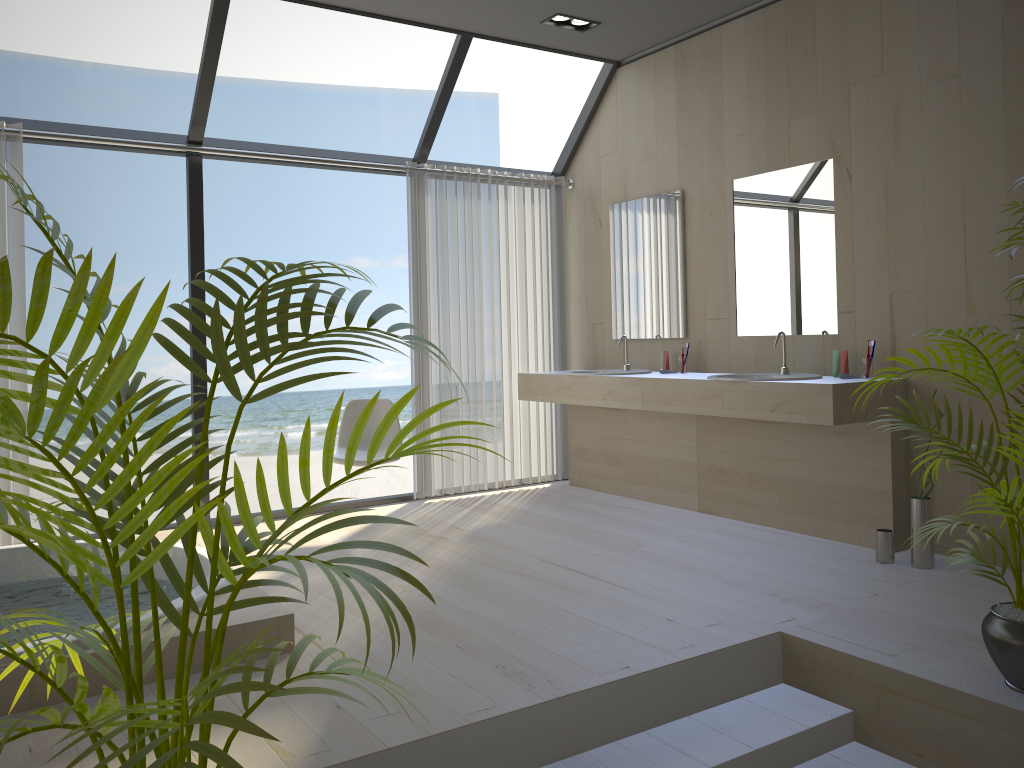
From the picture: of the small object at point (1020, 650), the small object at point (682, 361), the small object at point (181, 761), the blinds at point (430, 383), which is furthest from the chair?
the small object at point (181, 761)

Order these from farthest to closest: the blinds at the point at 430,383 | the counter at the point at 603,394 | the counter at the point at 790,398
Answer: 1. the blinds at the point at 430,383
2. the counter at the point at 603,394
3. the counter at the point at 790,398

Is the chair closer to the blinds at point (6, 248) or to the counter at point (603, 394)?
the counter at point (603, 394)

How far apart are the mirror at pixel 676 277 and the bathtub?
2.91m

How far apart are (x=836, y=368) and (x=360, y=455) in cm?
251

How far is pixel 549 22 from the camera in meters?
4.8

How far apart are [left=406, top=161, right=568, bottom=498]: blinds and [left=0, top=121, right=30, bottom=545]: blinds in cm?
209

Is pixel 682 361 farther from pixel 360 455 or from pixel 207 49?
→ pixel 207 49

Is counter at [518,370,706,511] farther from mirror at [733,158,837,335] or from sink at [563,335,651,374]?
mirror at [733,158,837,335]

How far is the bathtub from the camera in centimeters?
251cm
